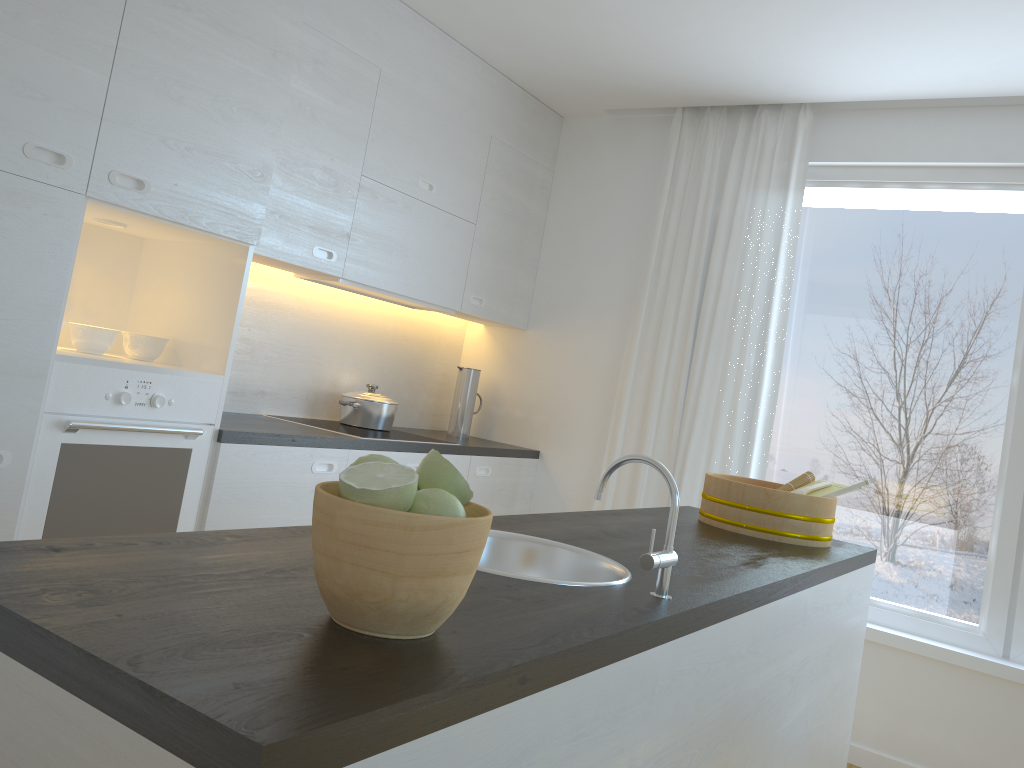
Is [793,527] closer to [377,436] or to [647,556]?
[647,556]

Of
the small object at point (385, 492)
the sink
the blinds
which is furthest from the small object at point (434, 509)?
the blinds

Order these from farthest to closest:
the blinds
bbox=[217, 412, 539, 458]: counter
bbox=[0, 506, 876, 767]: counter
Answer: the blinds < bbox=[217, 412, 539, 458]: counter < bbox=[0, 506, 876, 767]: counter

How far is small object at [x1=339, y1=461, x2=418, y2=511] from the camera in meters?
0.9 m

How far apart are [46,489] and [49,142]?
0.9 meters

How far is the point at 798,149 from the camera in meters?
3.9

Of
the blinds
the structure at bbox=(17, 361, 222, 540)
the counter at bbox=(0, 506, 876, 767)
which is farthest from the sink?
the blinds

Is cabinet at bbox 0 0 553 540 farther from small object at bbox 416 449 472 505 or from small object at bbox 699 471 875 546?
small object at bbox 416 449 472 505

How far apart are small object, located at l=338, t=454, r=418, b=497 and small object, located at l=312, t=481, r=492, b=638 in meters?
0.0 m

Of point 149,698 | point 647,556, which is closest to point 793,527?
point 647,556
